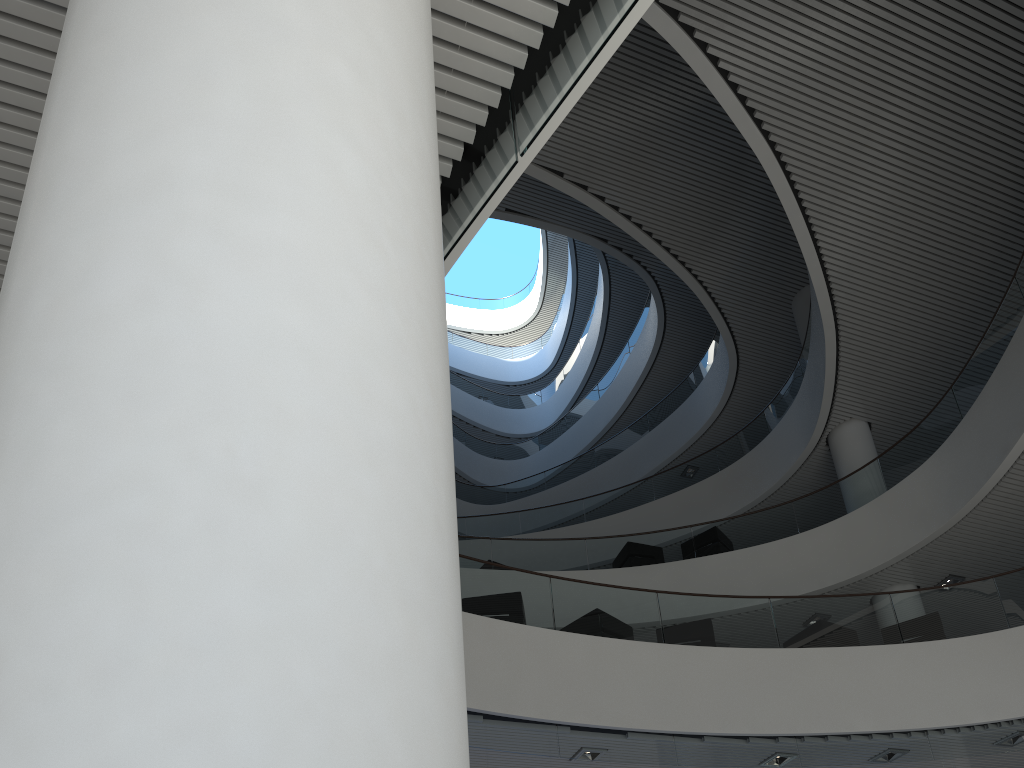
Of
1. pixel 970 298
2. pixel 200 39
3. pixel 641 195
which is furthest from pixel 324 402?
pixel 641 195
